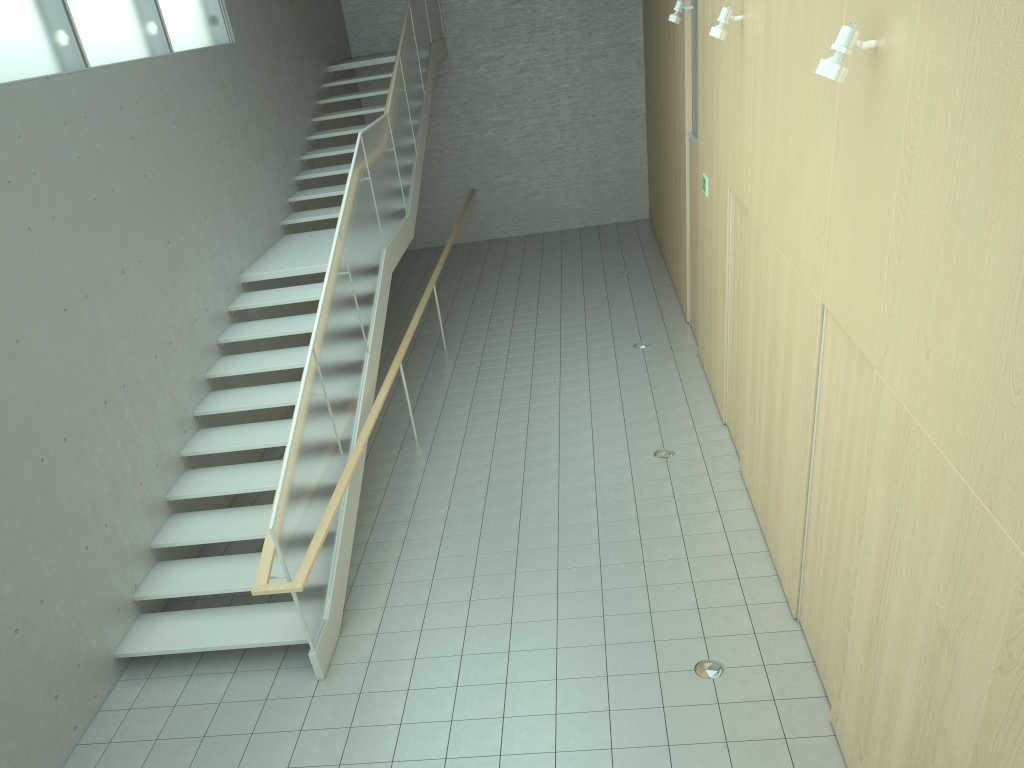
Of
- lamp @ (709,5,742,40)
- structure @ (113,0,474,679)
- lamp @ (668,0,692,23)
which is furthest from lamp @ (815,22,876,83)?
lamp @ (668,0,692,23)

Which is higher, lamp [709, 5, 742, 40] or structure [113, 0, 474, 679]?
lamp [709, 5, 742, 40]

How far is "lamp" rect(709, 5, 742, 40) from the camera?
6.51m

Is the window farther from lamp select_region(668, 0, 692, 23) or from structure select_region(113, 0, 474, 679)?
lamp select_region(668, 0, 692, 23)

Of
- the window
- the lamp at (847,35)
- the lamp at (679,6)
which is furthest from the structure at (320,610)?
the lamp at (847,35)

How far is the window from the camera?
6.2m

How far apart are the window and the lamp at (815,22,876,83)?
Answer: 5.4 meters

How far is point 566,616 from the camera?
5.75m

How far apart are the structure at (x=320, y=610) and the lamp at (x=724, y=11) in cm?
350

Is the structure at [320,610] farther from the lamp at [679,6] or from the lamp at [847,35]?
the lamp at [847,35]
